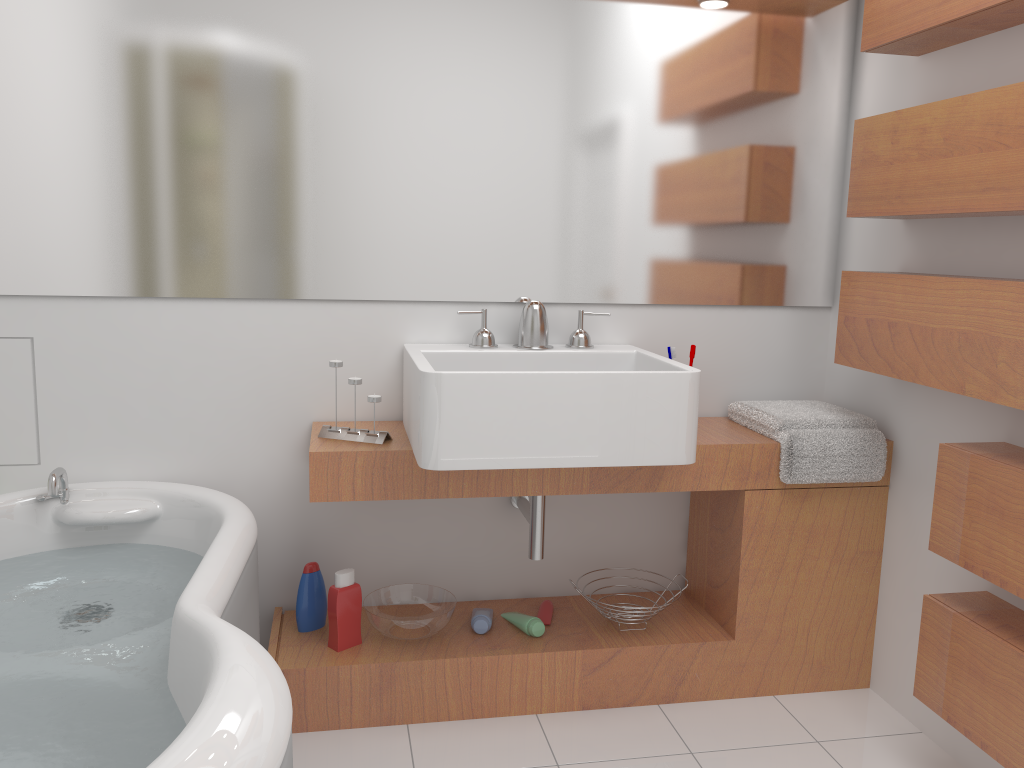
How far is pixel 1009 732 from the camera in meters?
1.7 m

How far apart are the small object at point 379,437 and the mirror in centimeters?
25cm

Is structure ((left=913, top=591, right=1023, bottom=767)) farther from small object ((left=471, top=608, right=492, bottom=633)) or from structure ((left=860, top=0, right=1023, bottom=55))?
structure ((left=860, top=0, right=1023, bottom=55))

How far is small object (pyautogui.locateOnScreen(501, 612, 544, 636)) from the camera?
2.4m

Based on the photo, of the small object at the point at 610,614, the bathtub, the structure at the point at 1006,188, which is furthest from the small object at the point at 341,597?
the structure at the point at 1006,188

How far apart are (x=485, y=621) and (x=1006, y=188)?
1.6 meters

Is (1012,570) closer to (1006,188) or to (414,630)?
(1006,188)

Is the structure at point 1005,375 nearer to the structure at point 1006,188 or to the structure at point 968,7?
the structure at point 1006,188

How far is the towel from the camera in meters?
2.3 m

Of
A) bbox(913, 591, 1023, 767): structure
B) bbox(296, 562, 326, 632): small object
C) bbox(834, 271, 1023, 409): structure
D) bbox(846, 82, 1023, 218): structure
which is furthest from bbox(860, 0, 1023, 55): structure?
bbox(296, 562, 326, 632): small object
